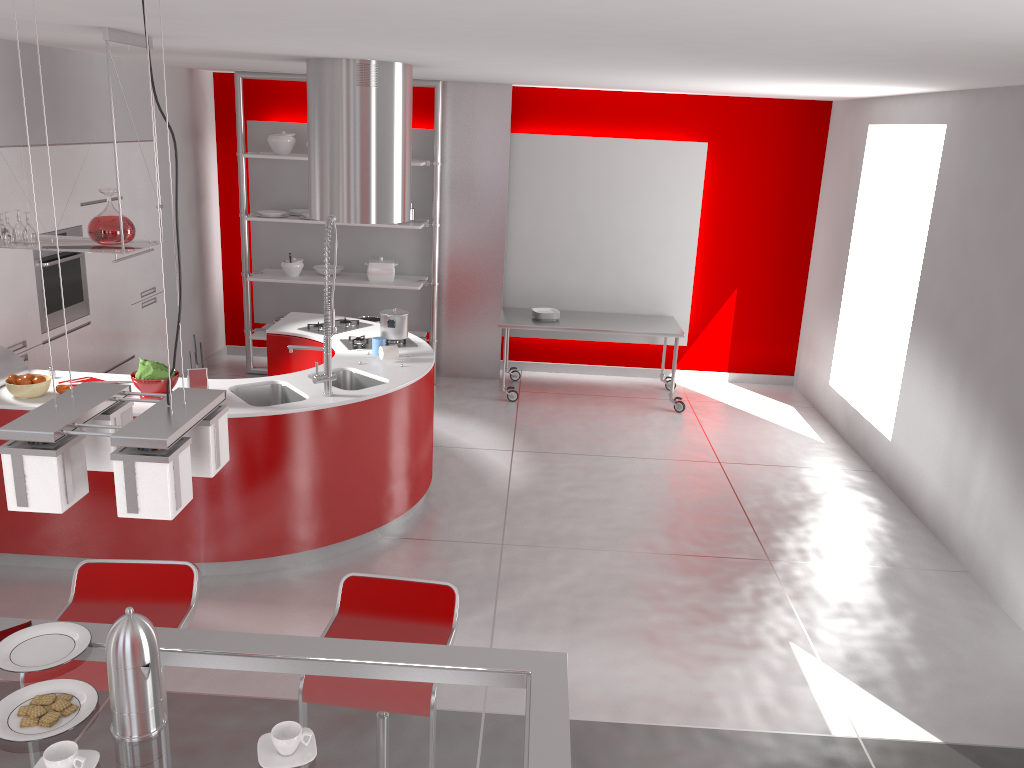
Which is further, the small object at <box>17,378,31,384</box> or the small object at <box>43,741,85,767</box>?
the small object at <box>17,378,31,384</box>

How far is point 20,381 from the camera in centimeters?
433cm

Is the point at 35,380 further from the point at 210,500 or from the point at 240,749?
the point at 240,749

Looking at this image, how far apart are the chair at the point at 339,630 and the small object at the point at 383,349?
2.5m

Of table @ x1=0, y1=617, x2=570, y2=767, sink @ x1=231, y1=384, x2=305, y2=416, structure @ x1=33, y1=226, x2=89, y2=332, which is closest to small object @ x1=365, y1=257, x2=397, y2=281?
structure @ x1=33, y1=226, x2=89, y2=332

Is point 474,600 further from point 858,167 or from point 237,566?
point 858,167

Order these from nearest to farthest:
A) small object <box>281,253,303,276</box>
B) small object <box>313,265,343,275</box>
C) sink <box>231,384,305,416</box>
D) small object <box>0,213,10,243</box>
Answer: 1. small object <box>0,213,10,243</box>
2. sink <box>231,384,305,416</box>
3. small object <box>281,253,303,276</box>
4. small object <box>313,265,343,275</box>

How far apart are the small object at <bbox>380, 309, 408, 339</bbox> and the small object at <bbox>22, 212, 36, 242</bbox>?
2.0 meters

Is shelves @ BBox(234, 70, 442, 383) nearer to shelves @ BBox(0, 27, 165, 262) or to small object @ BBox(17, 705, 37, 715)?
shelves @ BBox(0, 27, 165, 262)

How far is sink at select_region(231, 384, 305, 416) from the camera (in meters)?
4.76
